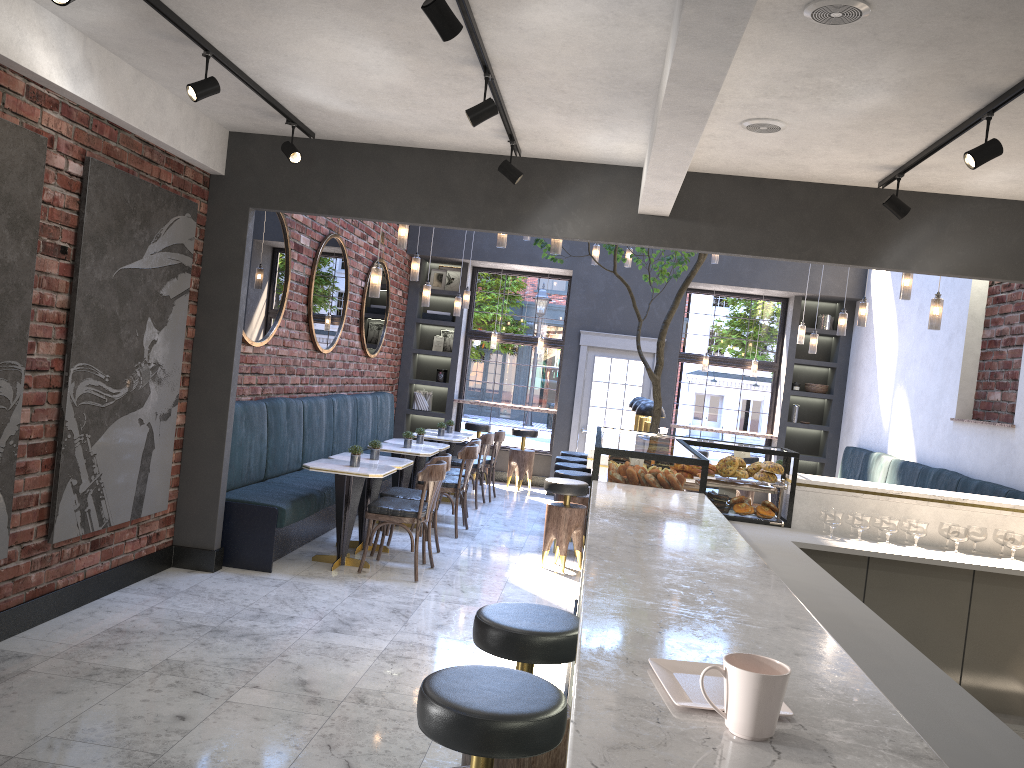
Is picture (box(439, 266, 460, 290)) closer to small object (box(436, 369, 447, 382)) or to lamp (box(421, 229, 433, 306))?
small object (box(436, 369, 447, 382))

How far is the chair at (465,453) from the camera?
8.2 meters

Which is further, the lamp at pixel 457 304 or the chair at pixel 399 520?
the lamp at pixel 457 304

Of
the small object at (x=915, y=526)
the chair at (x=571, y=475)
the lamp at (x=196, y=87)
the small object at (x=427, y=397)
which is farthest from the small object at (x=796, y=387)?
the lamp at (x=196, y=87)

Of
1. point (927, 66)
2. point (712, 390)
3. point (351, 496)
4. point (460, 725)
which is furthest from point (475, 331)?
point (460, 725)

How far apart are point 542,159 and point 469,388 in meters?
7.1

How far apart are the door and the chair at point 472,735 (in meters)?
9.41

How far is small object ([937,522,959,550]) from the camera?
5.05m

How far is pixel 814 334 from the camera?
9.75m

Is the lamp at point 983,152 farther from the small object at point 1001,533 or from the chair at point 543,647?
the chair at point 543,647
